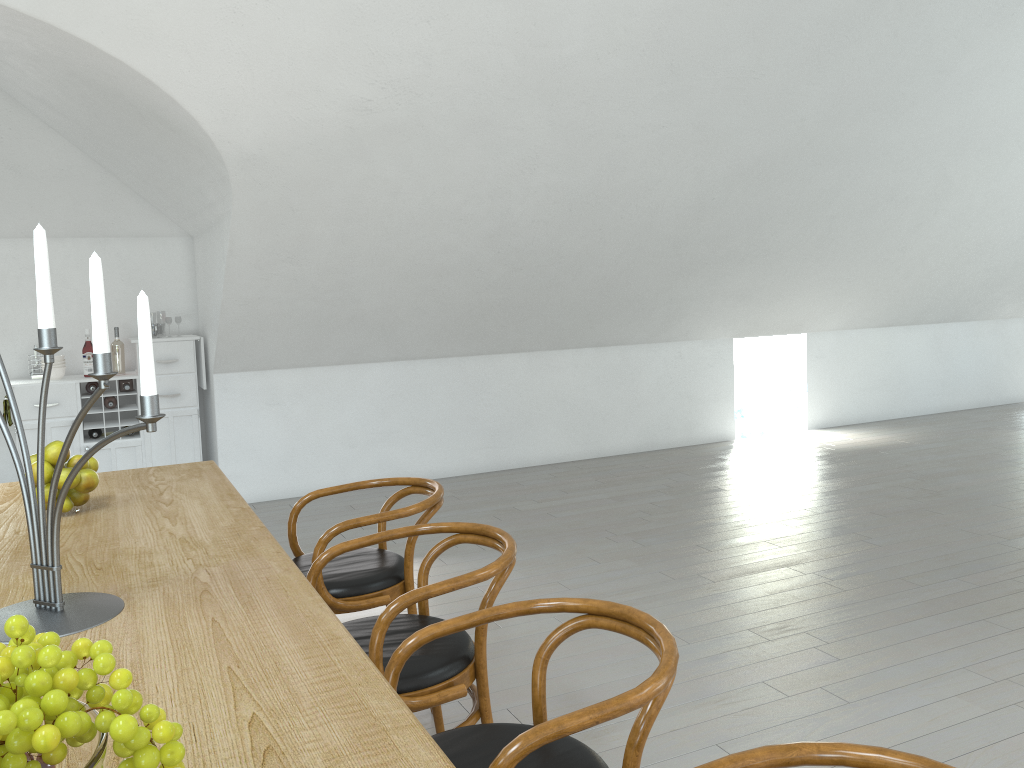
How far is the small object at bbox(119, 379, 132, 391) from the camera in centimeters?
593cm

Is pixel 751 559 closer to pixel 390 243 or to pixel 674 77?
pixel 674 77

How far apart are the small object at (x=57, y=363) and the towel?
0.4 meters

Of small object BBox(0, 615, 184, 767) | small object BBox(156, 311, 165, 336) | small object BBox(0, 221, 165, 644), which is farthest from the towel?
small object BBox(156, 311, 165, 336)

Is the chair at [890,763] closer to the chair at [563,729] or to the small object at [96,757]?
the chair at [563,729]

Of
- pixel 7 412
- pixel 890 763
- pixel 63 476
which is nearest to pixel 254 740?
pixel 890 763

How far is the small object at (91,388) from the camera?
→ 5.8 meters

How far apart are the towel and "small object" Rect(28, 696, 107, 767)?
5.64m

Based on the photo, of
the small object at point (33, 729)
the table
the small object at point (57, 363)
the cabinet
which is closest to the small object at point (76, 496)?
the table

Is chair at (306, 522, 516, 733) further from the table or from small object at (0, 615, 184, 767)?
small object at (0, 615, 184, 767)
